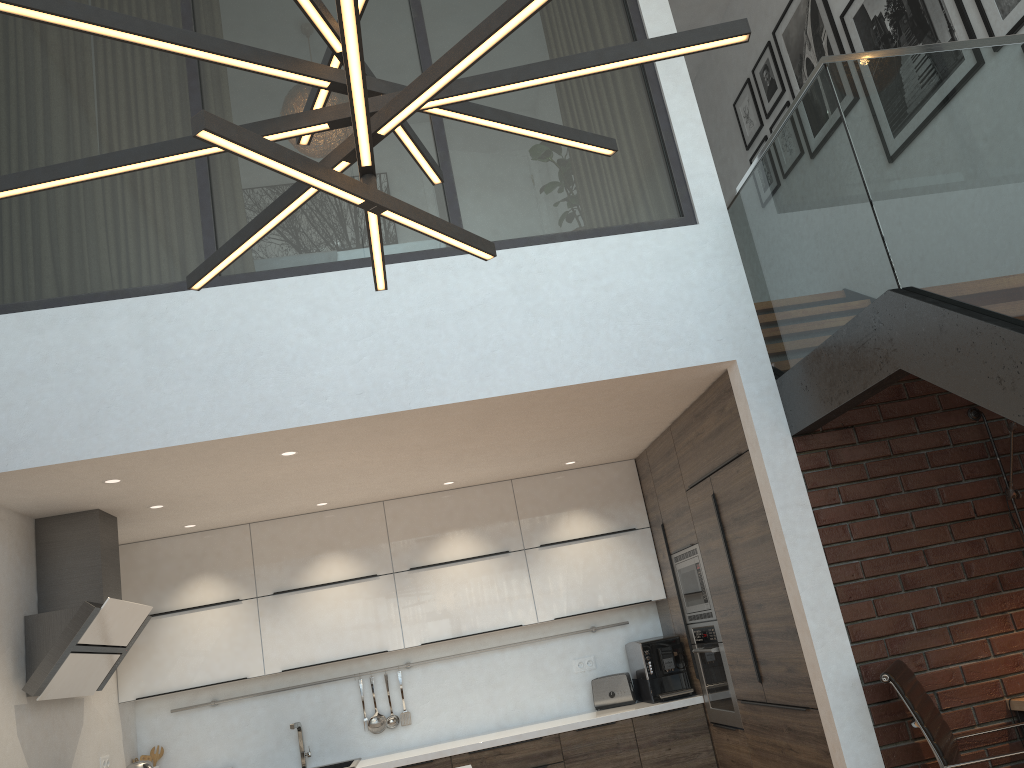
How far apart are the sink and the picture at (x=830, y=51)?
5.1m

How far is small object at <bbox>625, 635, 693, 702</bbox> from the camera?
5.5m

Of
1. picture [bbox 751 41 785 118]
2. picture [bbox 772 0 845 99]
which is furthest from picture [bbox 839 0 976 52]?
picture [bbox 751 41 785 118]

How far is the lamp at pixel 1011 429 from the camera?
3.87m

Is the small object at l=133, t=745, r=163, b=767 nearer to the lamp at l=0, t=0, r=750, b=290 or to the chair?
the chair

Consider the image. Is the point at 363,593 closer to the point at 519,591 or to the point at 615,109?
the point at 519,591

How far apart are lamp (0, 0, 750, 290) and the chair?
2.6m

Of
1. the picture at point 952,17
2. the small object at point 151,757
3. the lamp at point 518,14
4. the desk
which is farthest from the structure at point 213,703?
the lamp at point 518,14

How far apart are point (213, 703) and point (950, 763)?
4.27m

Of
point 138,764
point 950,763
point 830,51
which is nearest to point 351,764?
point 138,764
